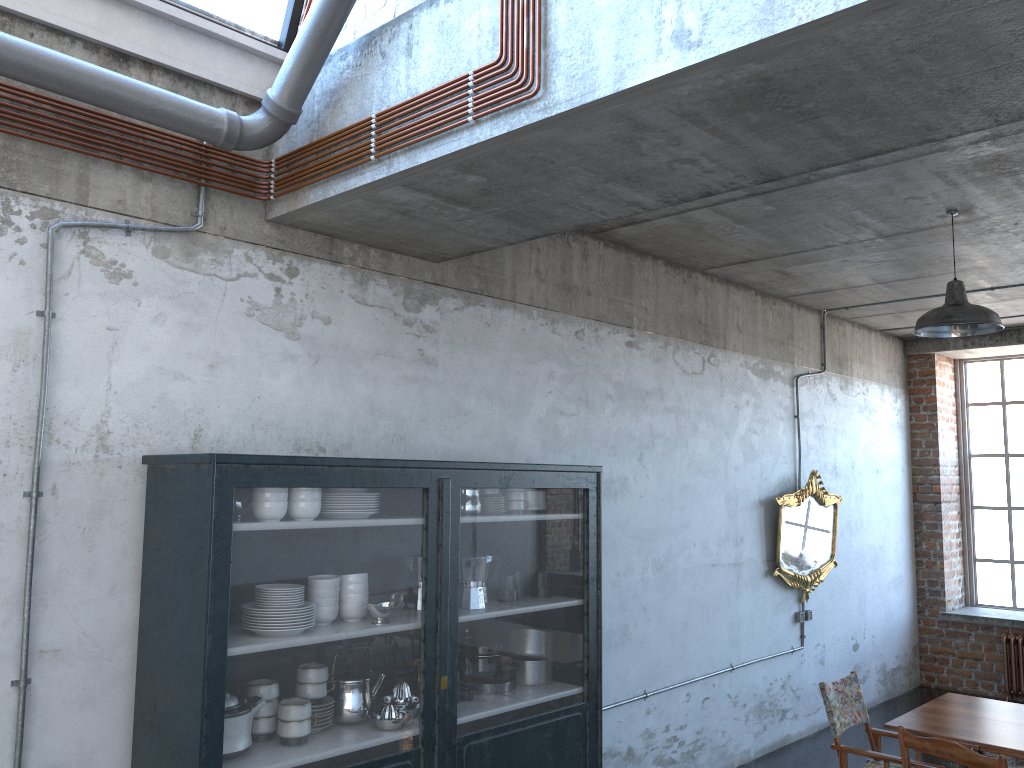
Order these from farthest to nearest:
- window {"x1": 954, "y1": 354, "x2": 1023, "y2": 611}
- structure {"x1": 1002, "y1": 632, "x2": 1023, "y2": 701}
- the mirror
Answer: window {"x1": 954, "y1": 354, "x2": 1023, "y2": 611}
structure {"x1": 1002, "y1": 632, "x2": 1023, "y2": 701}
the mirror

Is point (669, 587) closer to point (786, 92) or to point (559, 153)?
Result: point (559, 153)

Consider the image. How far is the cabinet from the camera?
3.3 meters

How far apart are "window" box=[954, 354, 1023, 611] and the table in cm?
530

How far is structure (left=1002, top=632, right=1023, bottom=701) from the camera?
9.0m

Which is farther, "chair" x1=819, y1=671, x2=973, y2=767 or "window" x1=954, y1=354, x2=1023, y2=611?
"window" x1=954, y1=354, x2=1023, y2=611

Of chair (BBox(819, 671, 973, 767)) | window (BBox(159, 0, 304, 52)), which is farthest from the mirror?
window (BBox(159, 0, 304, 52))

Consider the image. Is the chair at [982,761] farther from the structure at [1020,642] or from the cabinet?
the structure at [1020,642]

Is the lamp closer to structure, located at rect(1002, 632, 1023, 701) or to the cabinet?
the cabinet

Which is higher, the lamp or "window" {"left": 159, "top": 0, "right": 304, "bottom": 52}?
"window" {"left": 159, "top": 0, "right": 304, "bottom": 52}
